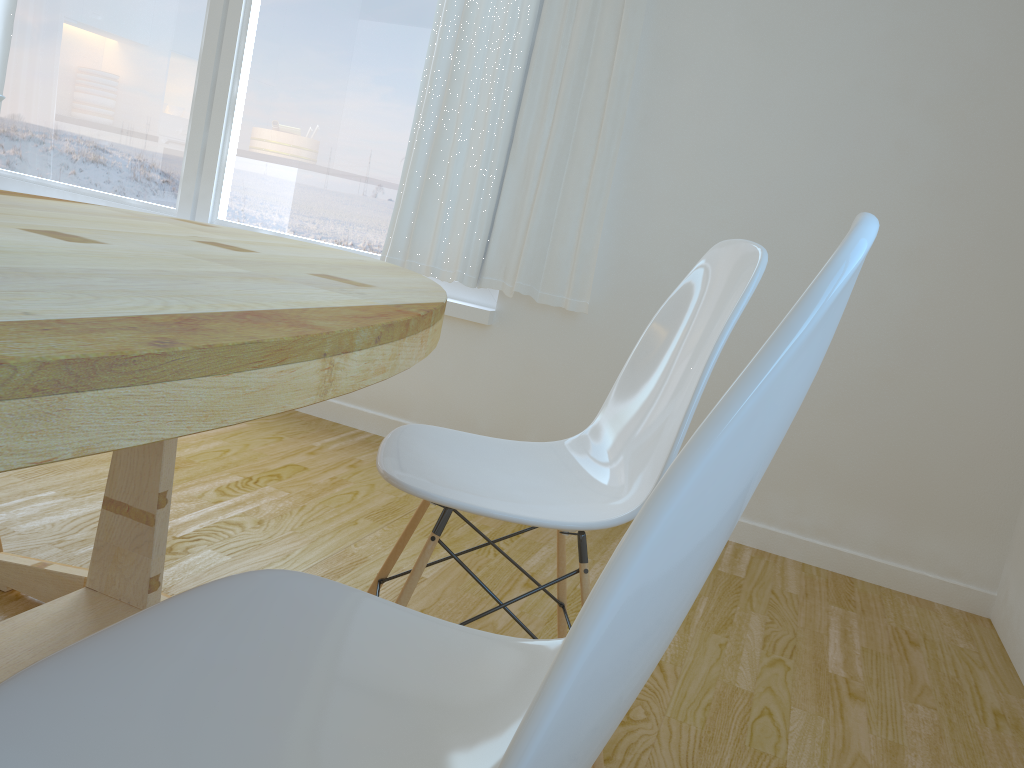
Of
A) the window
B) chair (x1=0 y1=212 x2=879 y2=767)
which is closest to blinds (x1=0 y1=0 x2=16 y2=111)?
the window

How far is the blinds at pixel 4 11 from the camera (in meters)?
3.63

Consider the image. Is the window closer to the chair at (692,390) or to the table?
the table

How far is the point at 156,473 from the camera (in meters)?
1.48

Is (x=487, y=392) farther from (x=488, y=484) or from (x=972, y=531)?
(x=488, y=484)

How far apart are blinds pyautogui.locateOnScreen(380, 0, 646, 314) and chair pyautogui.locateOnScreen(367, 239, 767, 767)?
1.3m

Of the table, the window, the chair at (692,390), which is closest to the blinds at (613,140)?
the window

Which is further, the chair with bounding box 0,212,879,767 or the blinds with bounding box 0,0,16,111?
the blinds with bounding box 0,0,16,111

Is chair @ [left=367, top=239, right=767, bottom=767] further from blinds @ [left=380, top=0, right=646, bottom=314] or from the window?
the window

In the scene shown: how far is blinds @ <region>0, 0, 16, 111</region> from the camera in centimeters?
363cm
